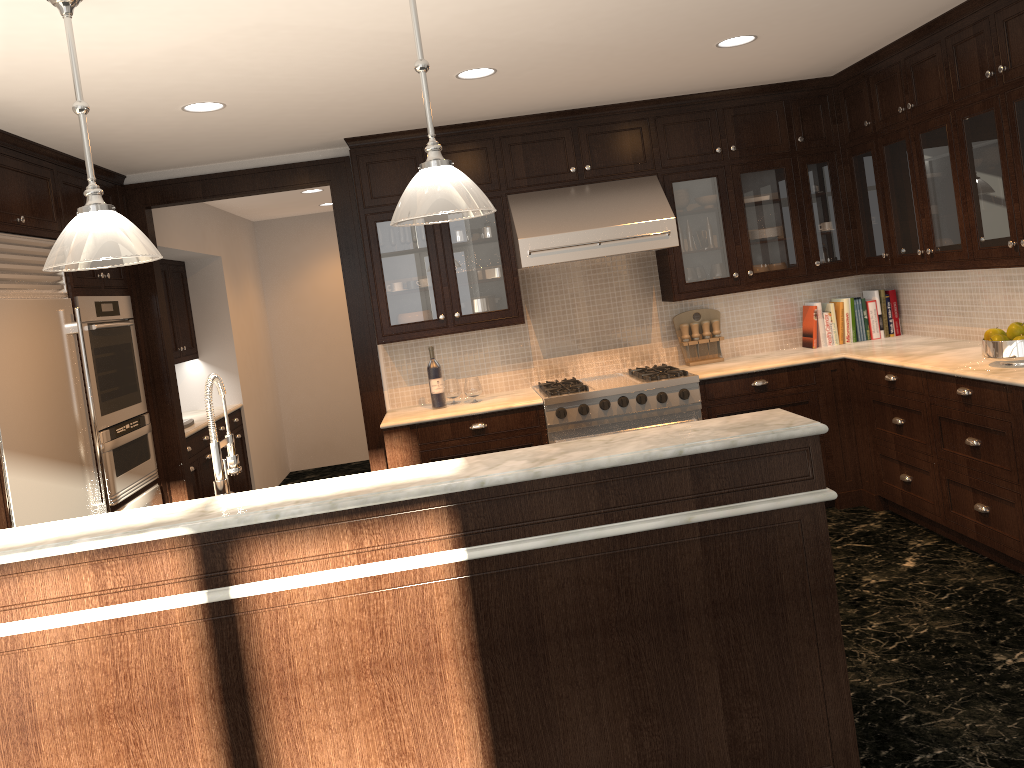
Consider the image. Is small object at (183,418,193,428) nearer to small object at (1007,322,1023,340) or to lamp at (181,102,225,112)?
lamp at (181,102,225,112)

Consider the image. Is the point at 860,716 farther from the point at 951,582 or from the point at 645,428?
the point at 645,428

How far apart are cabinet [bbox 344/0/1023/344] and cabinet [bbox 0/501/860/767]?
2.27m

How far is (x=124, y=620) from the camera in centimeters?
234cm

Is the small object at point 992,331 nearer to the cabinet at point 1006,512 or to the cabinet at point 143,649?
the cabinet at point 1006,512

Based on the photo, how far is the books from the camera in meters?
5.6

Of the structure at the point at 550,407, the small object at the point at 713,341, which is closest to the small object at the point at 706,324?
the small object at the point at 713,341

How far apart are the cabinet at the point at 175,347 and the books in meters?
4.7 m

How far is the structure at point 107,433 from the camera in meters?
4.7

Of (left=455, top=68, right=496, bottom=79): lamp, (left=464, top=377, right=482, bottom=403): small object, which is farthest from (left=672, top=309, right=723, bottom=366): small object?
(left=455, top=68, right=496, bottom=79): lamp
